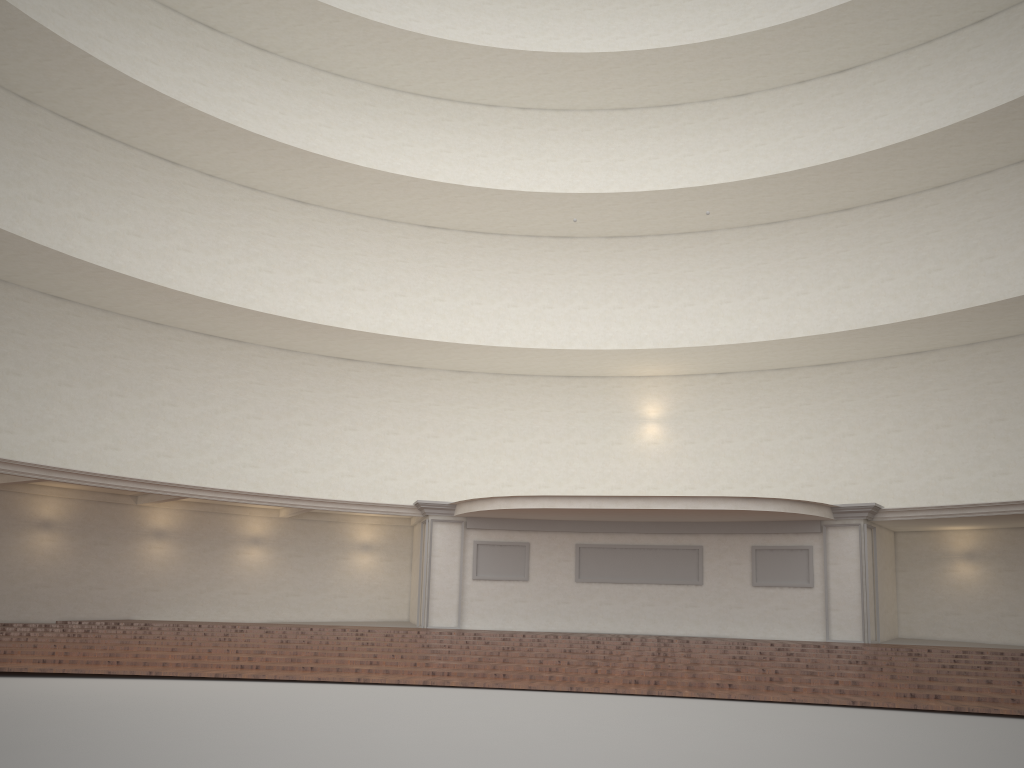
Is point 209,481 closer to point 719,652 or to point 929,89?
point 719,652

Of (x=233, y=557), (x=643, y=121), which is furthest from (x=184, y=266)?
(x=643, y=121)
